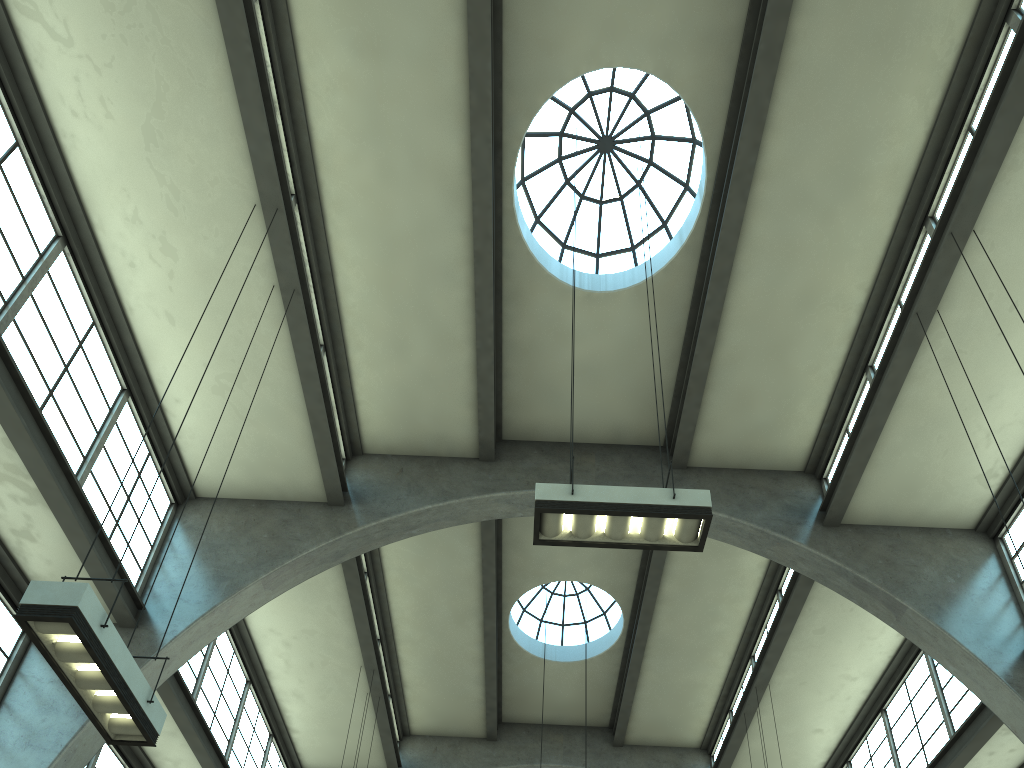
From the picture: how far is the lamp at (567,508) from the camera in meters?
7.0

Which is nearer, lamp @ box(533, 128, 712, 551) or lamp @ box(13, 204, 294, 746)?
lamp @ box(13, 204, 294, 746)

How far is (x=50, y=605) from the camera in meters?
5.3 m

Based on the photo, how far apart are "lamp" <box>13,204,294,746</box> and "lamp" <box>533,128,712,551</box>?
3.3m

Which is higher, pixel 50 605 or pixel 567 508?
pixel 567 508

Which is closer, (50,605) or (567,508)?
(50,605)

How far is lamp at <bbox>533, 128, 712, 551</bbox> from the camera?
7.0 meters

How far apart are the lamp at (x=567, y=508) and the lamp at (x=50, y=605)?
3.31m

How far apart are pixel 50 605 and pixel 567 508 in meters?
4.0 m
